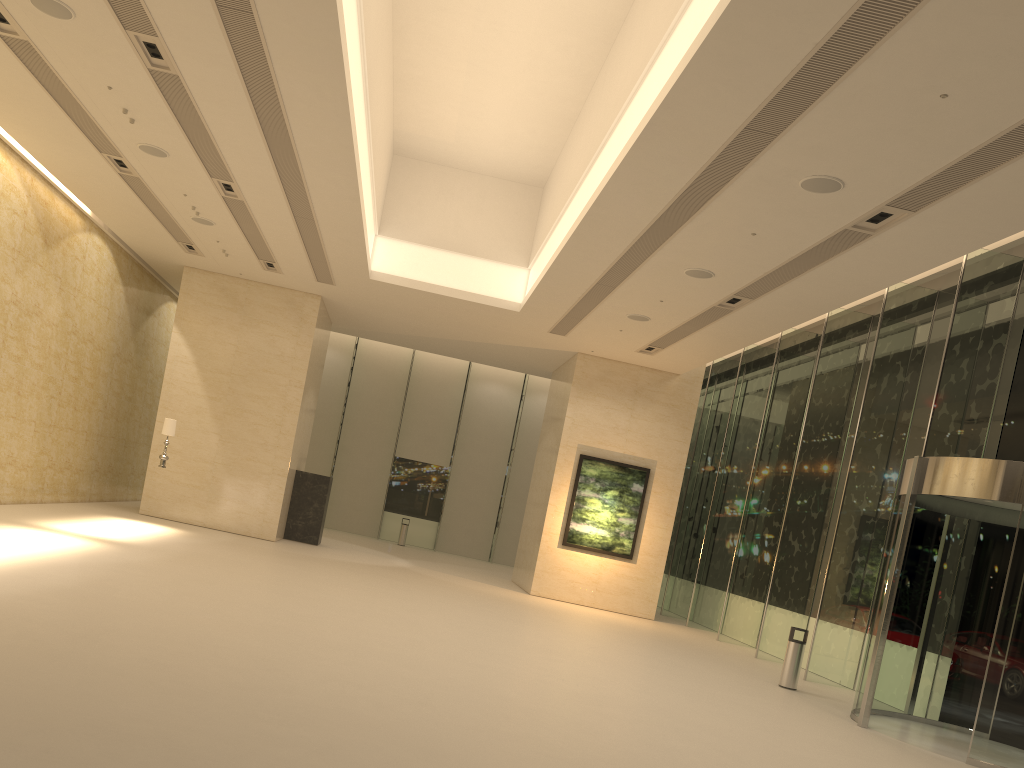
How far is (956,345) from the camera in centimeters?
1376cm

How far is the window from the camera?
13.8 meters

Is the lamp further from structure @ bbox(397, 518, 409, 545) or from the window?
structure @ bbox(397, 518, 409, 545)

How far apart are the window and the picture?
1.9m

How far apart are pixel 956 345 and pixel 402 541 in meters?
19.9

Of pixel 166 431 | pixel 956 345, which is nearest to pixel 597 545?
pixel 956 345

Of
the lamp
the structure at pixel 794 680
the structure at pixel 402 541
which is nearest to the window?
the structure at pixel 402 541

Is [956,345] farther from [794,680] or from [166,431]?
[166,431]

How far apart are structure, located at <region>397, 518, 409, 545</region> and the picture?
10.11m

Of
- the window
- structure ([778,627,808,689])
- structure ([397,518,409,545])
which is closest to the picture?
the window
